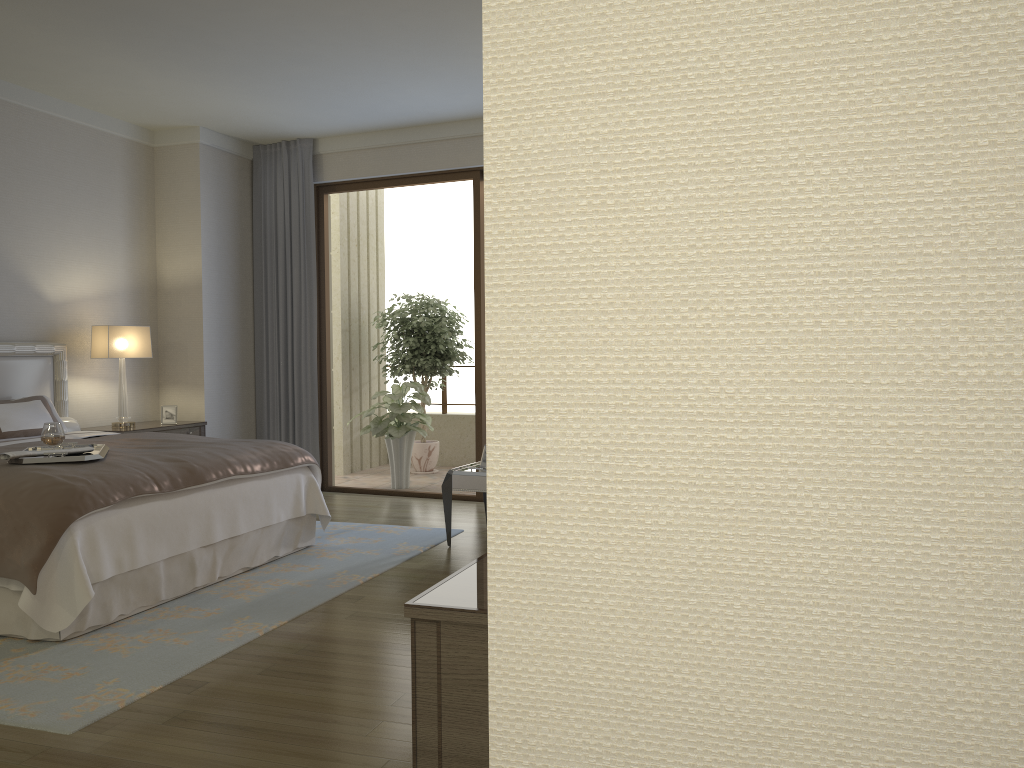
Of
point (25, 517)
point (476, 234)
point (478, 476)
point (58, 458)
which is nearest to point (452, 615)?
point (25, 517)

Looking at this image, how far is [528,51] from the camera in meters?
0.6 m

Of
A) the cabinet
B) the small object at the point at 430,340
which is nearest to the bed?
the cabinet

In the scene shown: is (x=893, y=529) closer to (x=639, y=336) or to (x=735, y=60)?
(x=639, y=336)

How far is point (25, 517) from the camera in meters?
3.7 m

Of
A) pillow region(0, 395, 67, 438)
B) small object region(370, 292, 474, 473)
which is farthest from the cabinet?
small object region(370, 292, 474, 473)

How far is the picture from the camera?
6.98m

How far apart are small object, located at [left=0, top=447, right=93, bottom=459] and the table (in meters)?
2.30

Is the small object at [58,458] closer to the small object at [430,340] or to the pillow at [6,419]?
the pillow at [6,419]

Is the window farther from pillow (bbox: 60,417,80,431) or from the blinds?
pillow (bbox: 60,417,80,431)
